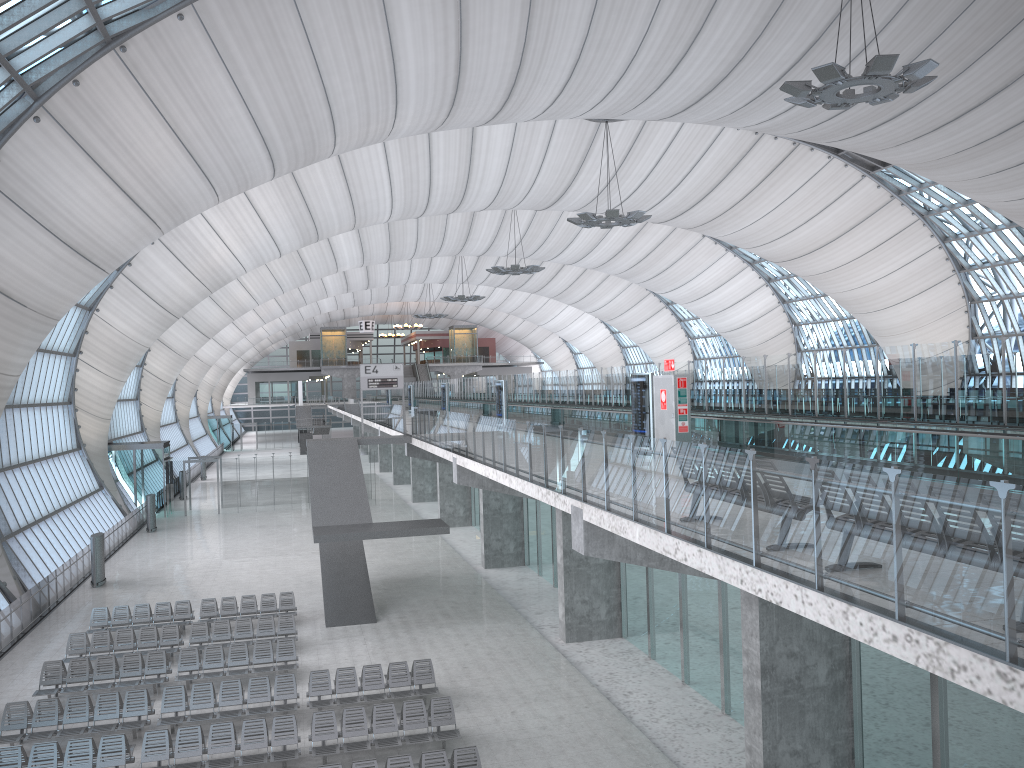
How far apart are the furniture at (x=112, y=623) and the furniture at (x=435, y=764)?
12.1m

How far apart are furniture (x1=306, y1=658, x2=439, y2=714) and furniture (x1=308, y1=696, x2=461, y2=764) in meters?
0.9

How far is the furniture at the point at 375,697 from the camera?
18.1 meters

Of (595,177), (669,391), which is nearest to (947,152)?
(595,177)

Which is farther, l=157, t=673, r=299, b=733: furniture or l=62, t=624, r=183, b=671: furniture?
l=62, t=624, r=183, b=671: furniture

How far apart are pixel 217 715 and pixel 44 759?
3.24m

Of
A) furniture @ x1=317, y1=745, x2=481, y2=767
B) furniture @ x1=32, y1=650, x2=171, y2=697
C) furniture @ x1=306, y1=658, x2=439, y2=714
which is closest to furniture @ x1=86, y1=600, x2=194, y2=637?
furniture @ x1=32, y1=650, x2=171, y2=697

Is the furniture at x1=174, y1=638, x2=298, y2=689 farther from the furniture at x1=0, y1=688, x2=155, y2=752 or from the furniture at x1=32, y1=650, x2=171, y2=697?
the furniture at x1=0, y1=688, x2=155, y2=752

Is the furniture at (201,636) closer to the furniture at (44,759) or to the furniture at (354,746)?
the furniture at (44,759)

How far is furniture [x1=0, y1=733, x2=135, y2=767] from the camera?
14.8 meters
